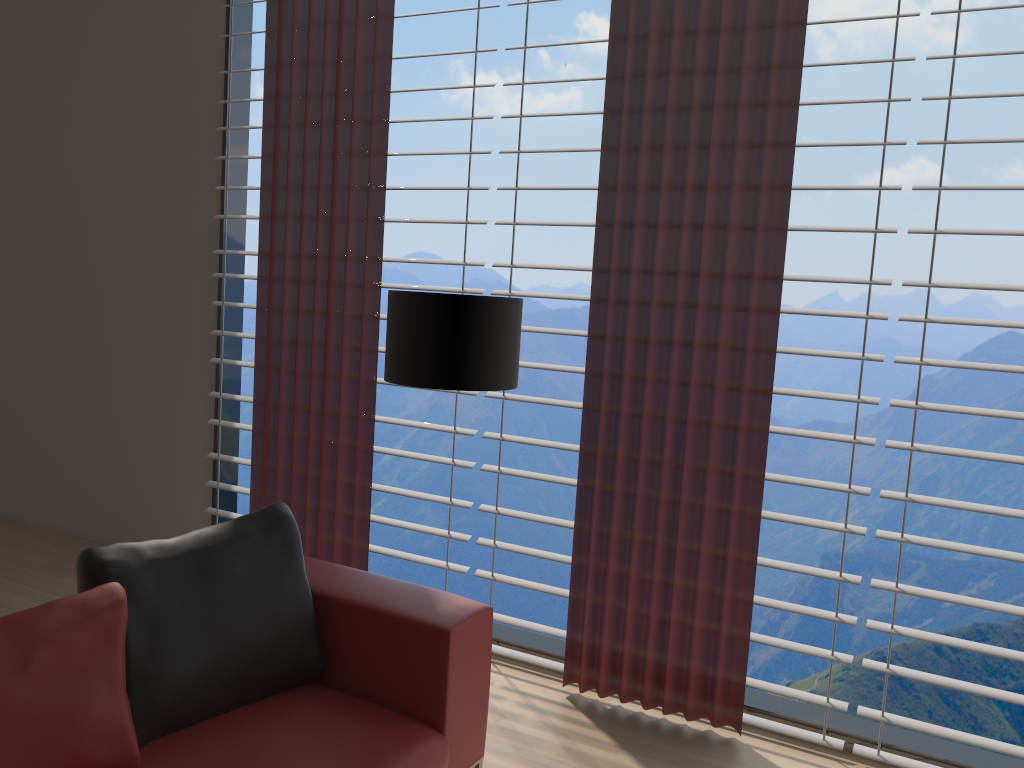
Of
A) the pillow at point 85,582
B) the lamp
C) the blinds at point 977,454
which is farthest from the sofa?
the blinds at point 977,454

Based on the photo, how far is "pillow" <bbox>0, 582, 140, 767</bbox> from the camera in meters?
2.4

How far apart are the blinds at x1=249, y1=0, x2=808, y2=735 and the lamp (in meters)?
0.62

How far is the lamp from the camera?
3.5 meters

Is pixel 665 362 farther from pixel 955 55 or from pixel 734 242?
pixel 955 55

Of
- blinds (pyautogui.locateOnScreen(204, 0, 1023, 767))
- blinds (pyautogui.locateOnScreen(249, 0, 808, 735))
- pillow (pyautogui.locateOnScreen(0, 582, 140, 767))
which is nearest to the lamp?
blinds (pyautogui.locateOnScreen(249, 0, 808, 735))

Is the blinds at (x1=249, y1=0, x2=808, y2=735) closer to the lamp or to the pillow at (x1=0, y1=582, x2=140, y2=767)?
the lamp

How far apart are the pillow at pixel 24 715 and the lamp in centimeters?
131cm

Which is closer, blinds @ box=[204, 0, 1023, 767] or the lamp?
the lamp

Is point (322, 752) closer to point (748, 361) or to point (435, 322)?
point (435, 322)
